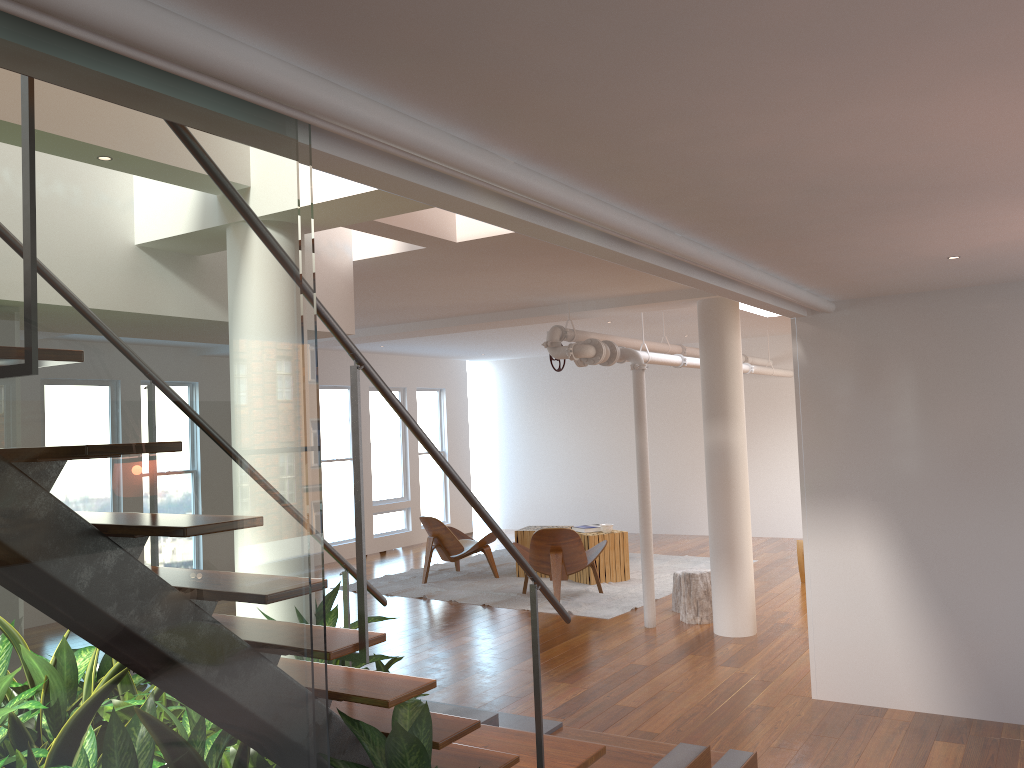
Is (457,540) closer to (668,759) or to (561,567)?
(561,567)

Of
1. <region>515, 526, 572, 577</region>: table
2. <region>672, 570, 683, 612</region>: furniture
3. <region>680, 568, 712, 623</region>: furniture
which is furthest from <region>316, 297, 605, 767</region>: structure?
<region>515, 526, 572, 577</region>: table

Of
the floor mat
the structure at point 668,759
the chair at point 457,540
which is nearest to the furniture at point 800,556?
the floor mat

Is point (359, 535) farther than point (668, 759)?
No

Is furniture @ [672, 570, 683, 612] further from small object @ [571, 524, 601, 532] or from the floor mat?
small object @ [571, 524, 601, 532]

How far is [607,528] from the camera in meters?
9.4 m

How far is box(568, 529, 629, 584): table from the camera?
9.2m

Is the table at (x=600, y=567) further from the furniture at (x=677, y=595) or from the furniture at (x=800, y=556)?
the furniture at (x=800, y=556)

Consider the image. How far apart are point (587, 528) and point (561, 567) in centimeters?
135cm

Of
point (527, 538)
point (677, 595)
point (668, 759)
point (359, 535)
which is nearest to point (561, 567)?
point (677, 595)
